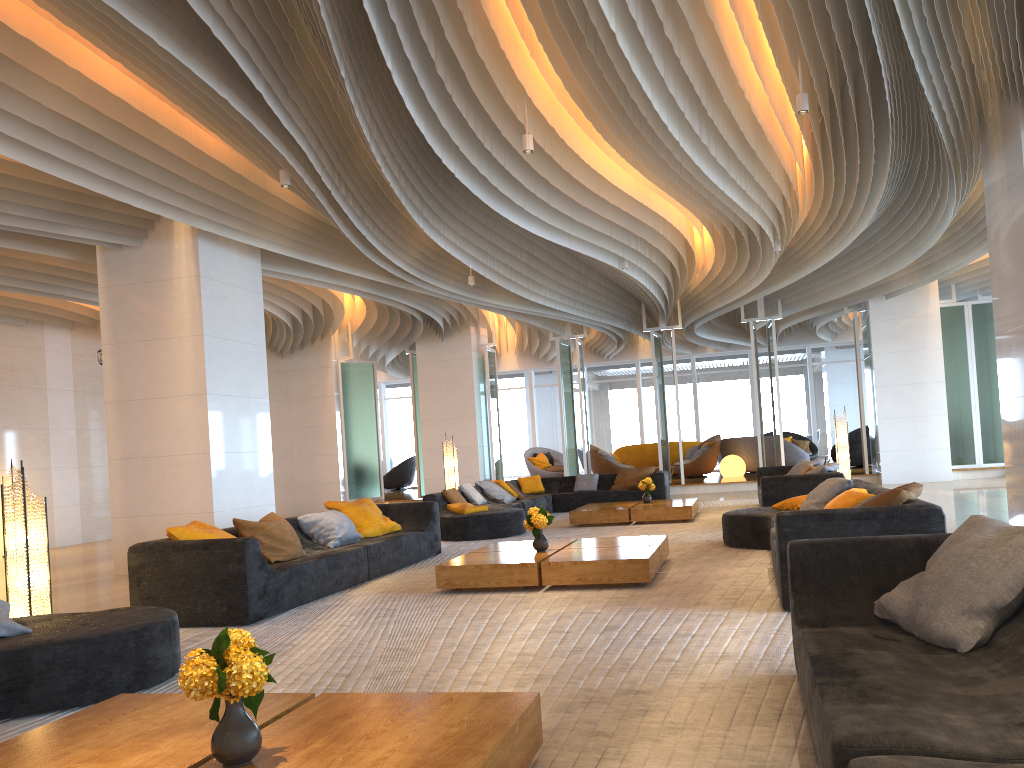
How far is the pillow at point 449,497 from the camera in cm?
1166

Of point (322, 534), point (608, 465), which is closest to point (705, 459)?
point (608, 465)

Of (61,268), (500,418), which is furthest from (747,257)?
(500,418)

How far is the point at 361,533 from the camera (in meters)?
8.61

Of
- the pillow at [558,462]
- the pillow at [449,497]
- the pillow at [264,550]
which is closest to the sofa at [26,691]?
the pillow at [264,550]

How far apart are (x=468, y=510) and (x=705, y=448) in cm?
1056

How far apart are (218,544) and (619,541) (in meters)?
3.27

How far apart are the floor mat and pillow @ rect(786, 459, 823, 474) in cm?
111

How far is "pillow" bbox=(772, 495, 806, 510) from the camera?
8.1m

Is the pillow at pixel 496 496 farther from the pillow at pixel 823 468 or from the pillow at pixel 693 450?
the pillow at pixel 693 450
